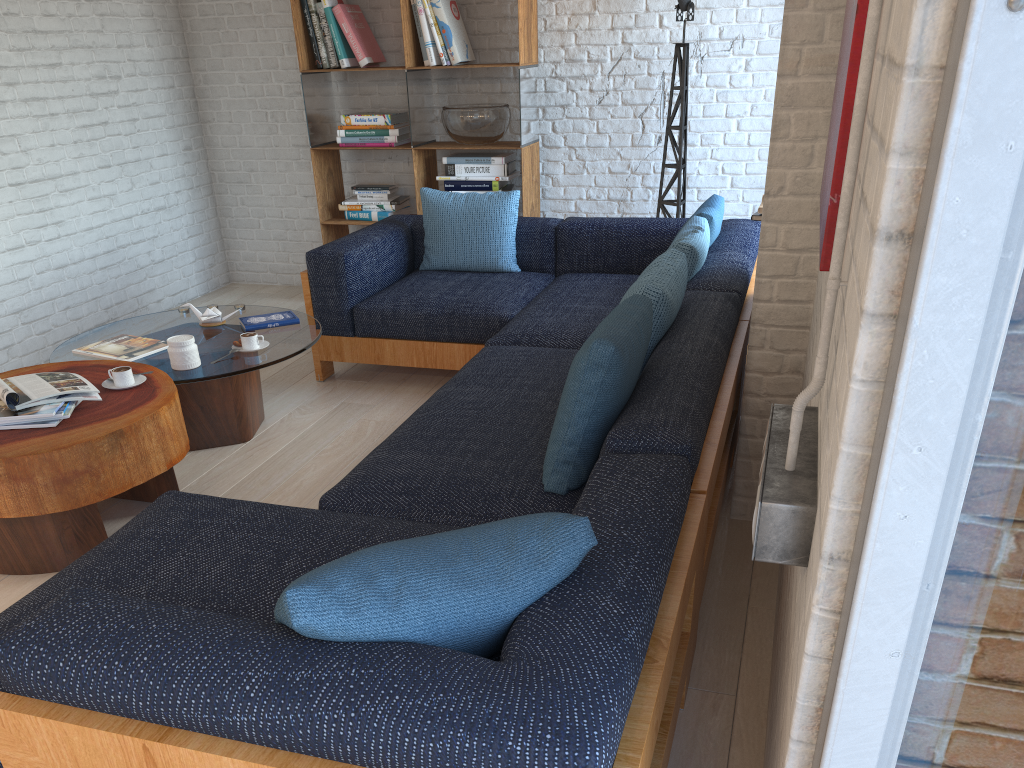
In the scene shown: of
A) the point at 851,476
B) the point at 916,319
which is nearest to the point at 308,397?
the point at 851,476

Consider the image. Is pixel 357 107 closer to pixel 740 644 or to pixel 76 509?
pixel 76 509

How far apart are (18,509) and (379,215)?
→ 3.4 meters

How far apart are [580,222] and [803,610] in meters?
3.6

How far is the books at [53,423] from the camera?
2.7 meters

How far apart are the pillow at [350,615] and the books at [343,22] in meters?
4.5 m

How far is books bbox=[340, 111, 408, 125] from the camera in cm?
539

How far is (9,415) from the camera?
2.7m

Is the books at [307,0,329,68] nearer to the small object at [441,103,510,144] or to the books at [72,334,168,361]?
the small object at [441,103,510,144]

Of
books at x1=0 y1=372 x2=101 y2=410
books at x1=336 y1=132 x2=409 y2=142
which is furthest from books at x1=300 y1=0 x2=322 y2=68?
books at x1=0 y1=372 x2=101 y2=410
